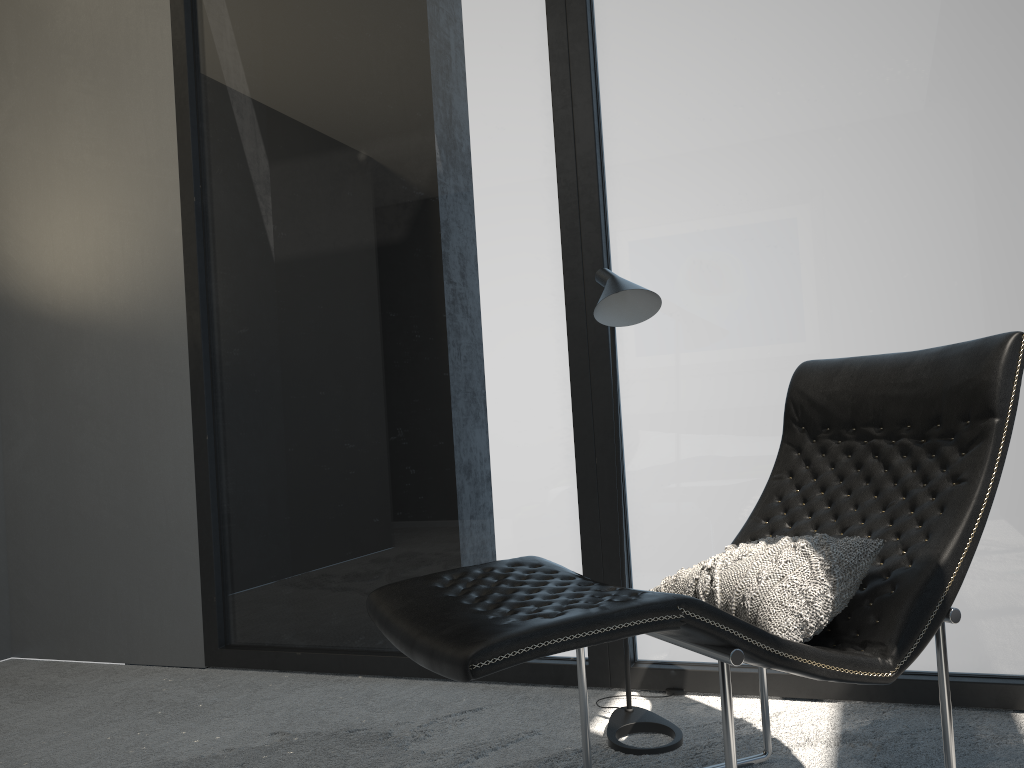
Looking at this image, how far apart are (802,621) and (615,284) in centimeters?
100cm

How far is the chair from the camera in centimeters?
143cm

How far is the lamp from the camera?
2.30m

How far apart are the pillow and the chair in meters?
0.0 m

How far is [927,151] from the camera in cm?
255

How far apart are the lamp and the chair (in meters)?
0.19

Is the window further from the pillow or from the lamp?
the pillow

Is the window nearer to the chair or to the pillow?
the chair

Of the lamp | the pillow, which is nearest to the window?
the lamp

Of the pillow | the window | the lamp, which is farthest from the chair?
the window
